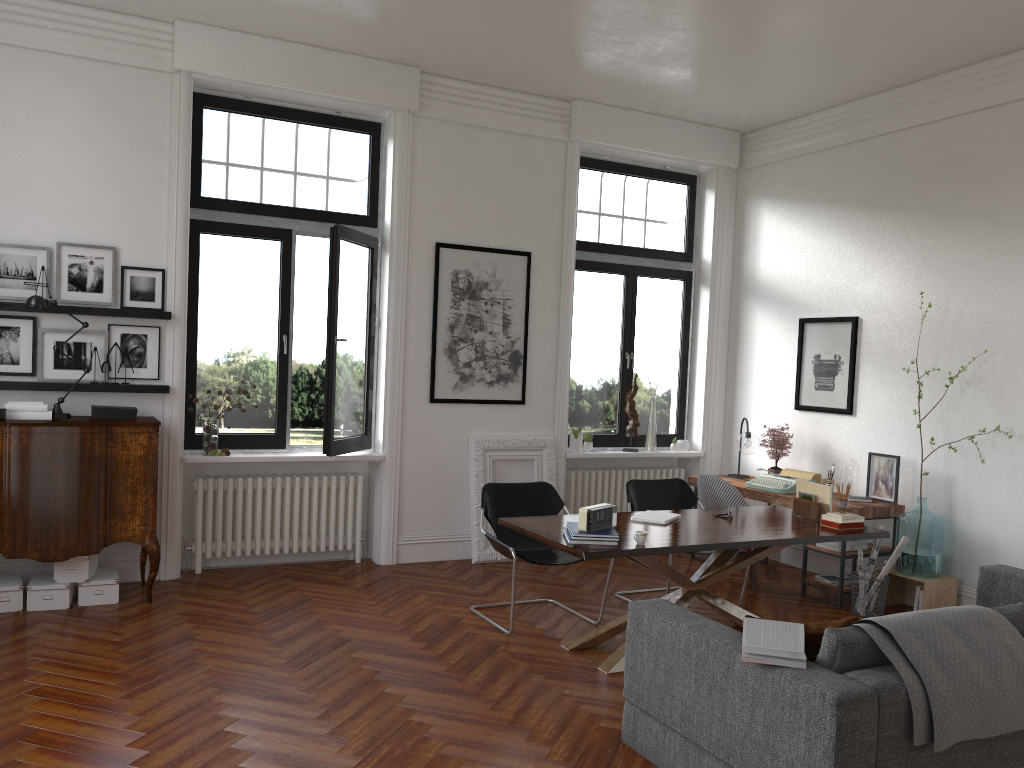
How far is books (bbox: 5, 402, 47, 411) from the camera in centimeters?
560cm

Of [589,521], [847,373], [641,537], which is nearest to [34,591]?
[589,521]

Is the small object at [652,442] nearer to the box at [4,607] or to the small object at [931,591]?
the small object at [931,591]

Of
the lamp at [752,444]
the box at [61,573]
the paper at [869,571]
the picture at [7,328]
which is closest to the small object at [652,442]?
the lamp at [752,444]

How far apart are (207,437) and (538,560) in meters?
2.7 m

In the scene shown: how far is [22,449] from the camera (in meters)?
5.42

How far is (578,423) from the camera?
8.3m

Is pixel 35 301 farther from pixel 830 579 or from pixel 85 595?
pixel 830 579

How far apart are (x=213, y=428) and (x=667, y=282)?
4.5m

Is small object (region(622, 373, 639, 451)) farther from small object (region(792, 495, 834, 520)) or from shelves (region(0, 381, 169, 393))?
shelves (region(0, 381, 169, 393))
